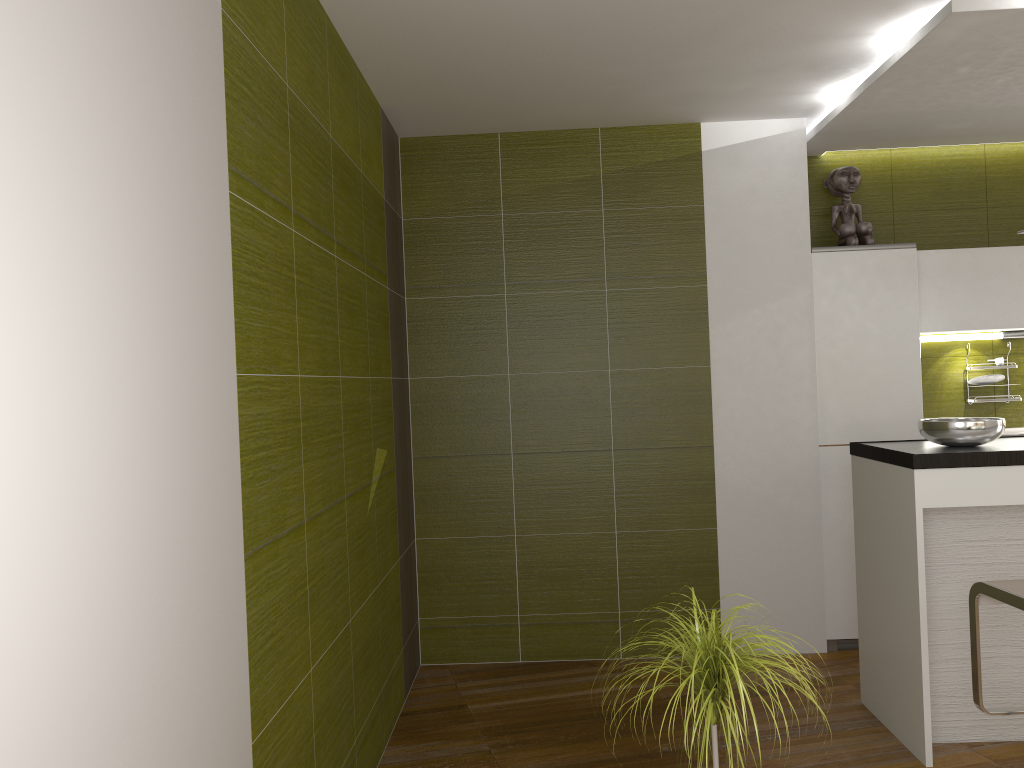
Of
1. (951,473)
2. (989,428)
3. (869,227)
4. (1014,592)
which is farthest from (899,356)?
(1014,592)

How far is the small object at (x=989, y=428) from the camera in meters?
3.4

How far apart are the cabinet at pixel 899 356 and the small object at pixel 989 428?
0.9m

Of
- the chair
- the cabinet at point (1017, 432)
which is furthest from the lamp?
the chair

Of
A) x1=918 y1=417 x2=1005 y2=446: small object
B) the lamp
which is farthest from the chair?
the lamp

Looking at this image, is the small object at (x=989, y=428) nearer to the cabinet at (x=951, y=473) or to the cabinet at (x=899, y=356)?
the cabinet at (x=951, y=473)

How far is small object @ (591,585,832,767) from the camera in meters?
2.1

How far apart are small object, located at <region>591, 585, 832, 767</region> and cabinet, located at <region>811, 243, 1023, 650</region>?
2.4m

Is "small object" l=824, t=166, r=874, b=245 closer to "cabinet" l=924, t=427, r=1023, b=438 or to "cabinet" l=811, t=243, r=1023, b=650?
"cabinet" l=811, t=243, r=1023, b=650

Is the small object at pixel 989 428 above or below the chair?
above
